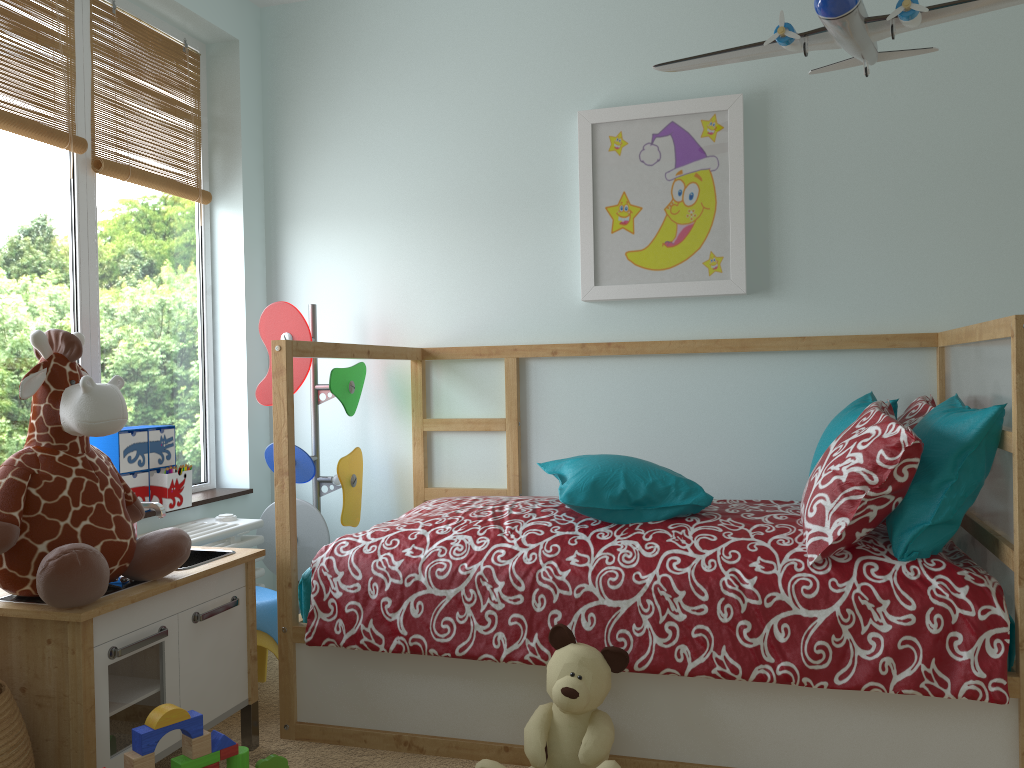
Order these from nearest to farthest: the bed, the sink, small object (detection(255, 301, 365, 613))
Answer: the bed → the sink → small object (detection(255, 301, 365, 613))

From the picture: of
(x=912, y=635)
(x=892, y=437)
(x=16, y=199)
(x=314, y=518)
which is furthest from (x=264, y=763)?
(x=16, y=199)

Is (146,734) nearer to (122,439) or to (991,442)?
(122,439)

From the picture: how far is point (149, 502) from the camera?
2.0m

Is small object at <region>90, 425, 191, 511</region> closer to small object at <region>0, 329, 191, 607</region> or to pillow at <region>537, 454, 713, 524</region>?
small object at <region>0, 329, 191, 607</region>

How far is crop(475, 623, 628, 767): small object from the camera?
1.8 meters

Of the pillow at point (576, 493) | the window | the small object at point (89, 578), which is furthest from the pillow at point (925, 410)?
the window

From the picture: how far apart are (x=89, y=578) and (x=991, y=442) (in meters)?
1.76

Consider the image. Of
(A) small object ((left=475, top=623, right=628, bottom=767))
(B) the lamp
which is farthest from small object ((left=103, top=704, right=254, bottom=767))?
(B) the lamp

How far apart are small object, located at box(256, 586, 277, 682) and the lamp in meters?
1.7 m
